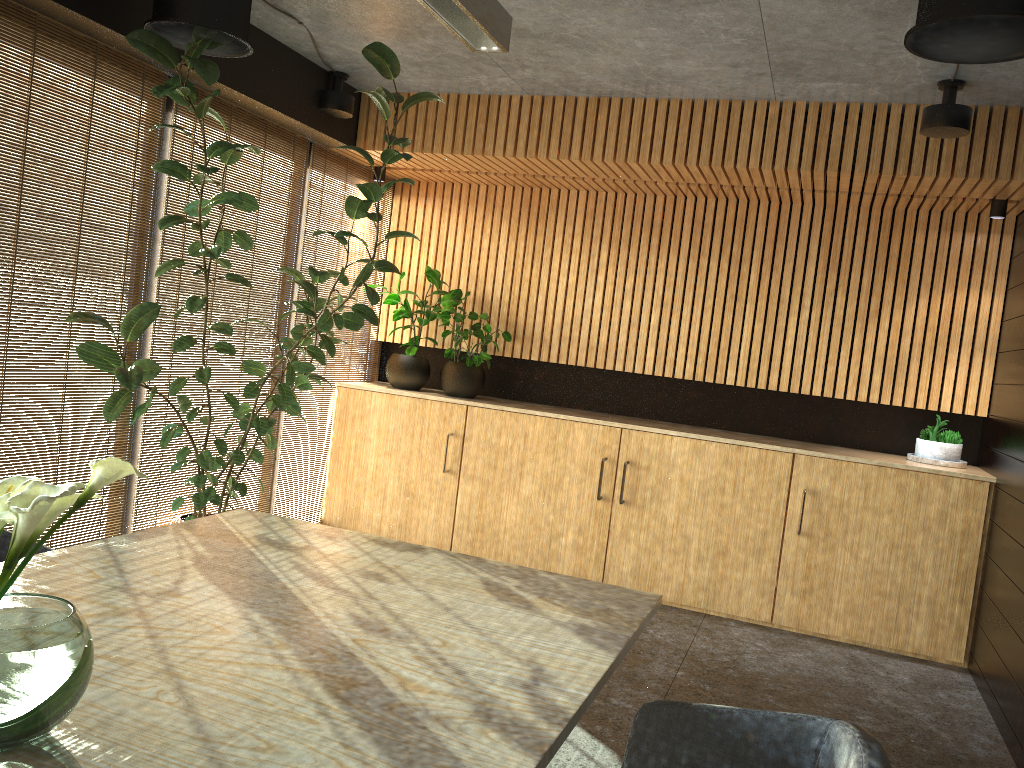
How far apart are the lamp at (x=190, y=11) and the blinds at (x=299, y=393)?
2.09m

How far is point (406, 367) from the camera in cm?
726

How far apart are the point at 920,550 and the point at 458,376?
3.6 meters

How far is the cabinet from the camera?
5.87m

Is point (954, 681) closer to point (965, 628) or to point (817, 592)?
point (965, 628)

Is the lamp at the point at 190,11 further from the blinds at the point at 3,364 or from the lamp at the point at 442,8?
the lamp at the point at 442,8

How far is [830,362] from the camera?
6.62m

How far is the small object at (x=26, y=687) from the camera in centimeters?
154cm

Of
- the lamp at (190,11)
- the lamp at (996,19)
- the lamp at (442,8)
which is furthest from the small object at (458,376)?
the lamp at (996,19)

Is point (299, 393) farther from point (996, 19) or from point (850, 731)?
point (850, 731)
